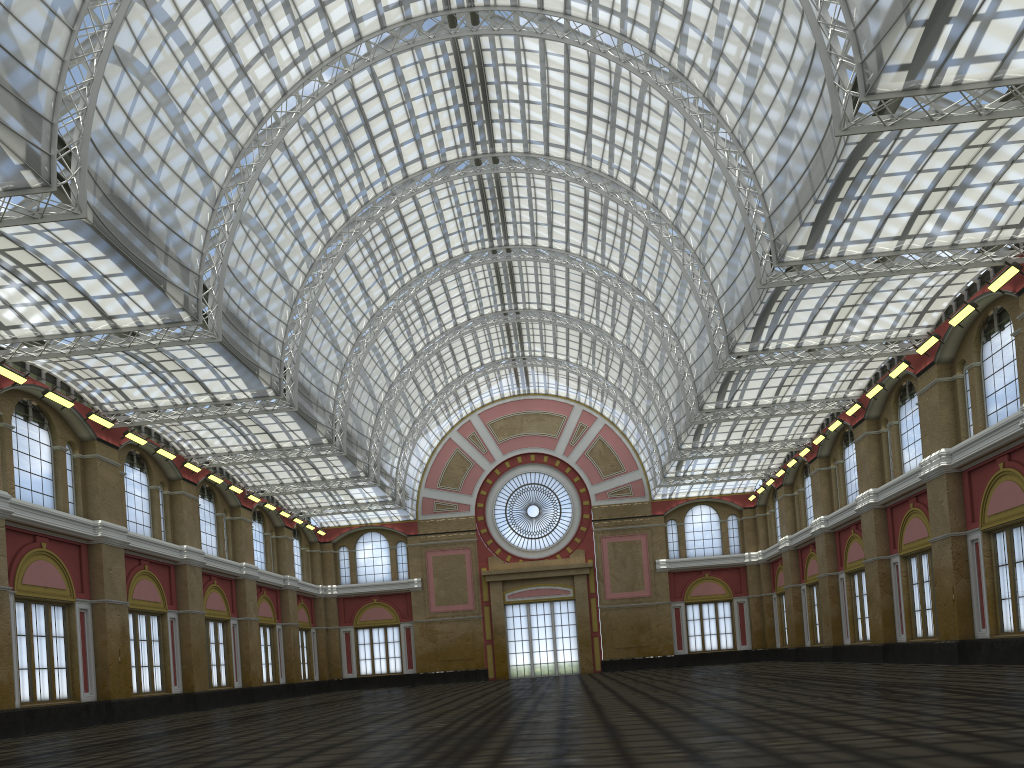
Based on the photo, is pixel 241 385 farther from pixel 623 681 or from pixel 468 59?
pixel 623 681
